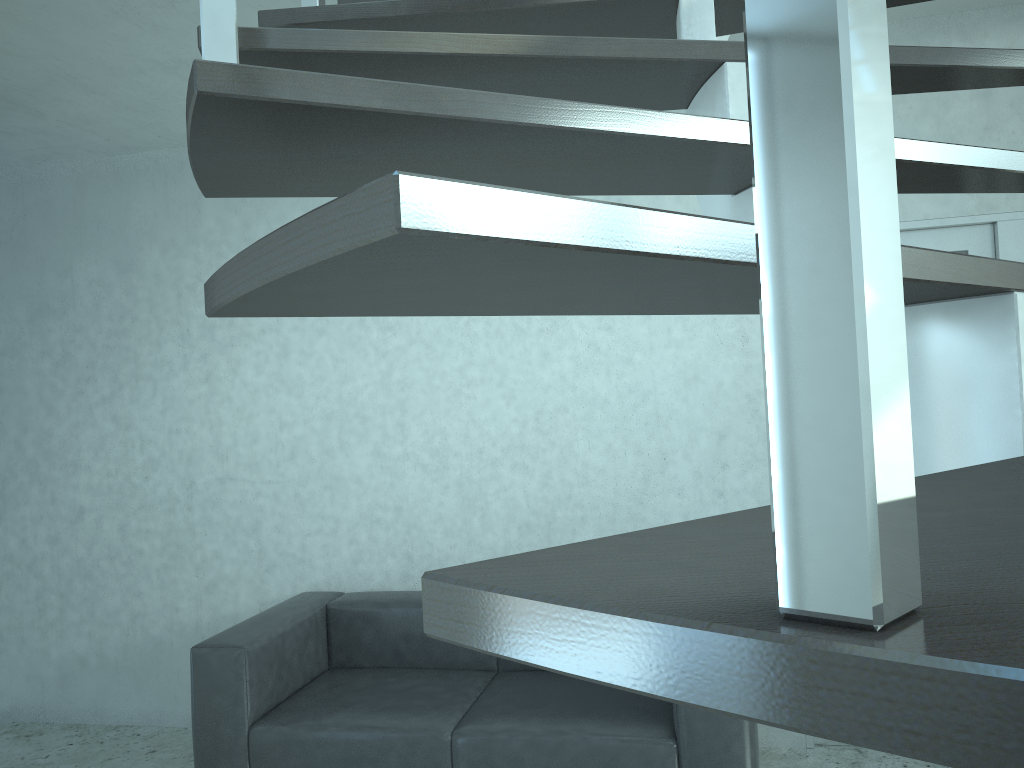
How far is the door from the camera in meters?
3.5

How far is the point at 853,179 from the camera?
0.23m

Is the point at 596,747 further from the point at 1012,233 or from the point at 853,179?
the point at 853,179

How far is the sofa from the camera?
2.9m

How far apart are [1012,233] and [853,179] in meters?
3.8

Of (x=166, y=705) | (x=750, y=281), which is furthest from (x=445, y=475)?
(x=750, y=281)

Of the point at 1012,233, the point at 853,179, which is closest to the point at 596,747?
the point at 1012,233

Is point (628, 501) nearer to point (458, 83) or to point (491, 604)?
point (458, 83)

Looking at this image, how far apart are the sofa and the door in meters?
1.0 m

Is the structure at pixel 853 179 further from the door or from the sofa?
the sofa
